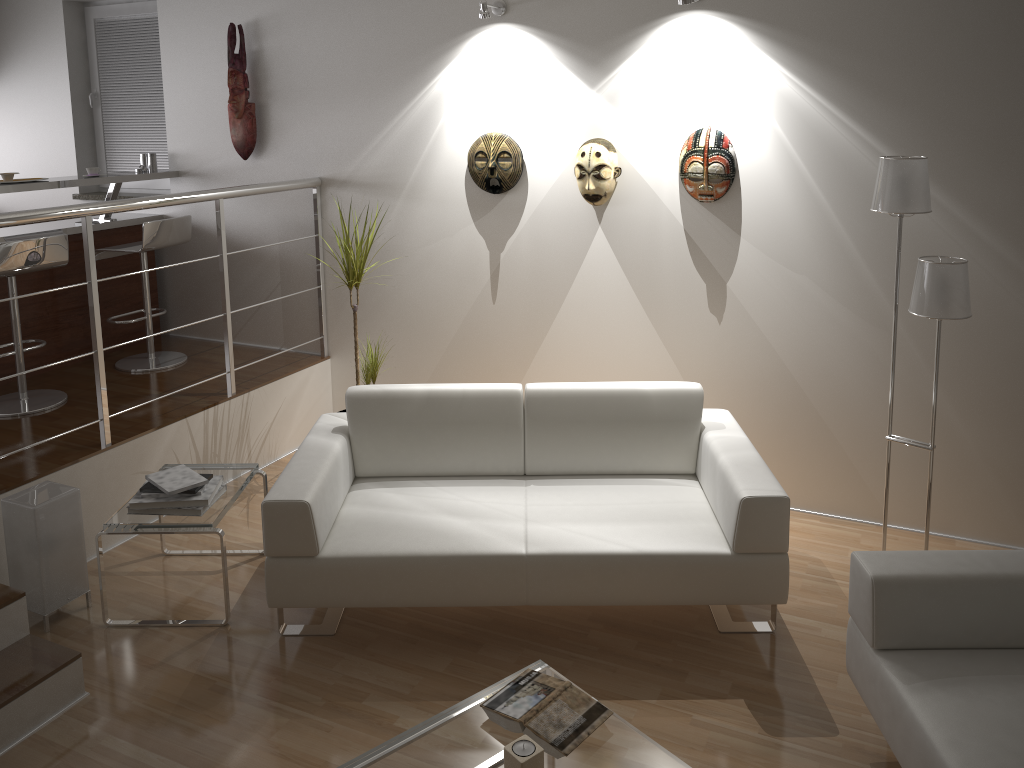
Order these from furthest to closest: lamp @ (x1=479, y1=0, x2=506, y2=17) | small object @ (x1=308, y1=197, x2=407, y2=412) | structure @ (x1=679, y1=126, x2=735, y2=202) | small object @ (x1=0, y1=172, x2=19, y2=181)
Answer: small object @ (x1=0, y1=172, x2=19, y2=181), small object @ (x1=308, y1=197, x2=407, y2=412), lamp @ (x1=479, y1=0, x2=506, y2=17), structure @ (x1=679, y1=126, x2=735, y2=202)

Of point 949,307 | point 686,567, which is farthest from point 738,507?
point 949,307

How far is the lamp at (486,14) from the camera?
4.0 meters

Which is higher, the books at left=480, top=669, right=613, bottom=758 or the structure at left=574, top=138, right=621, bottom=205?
the structure at left=574, top=138, right=621, bottom=205

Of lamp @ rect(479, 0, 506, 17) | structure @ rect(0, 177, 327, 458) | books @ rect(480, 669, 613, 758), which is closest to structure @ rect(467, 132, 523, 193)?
lamp @ rect(479, 0, 506, 17)

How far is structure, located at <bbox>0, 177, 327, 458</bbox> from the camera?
3.40m

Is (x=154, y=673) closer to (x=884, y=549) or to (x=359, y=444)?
(x=359, y=444)

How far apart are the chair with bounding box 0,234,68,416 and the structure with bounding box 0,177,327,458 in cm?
65

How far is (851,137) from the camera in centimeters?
364cm

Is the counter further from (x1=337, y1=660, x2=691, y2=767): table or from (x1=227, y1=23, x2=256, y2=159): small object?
(x1=337, y1=660, x2=691, y2=767): table
